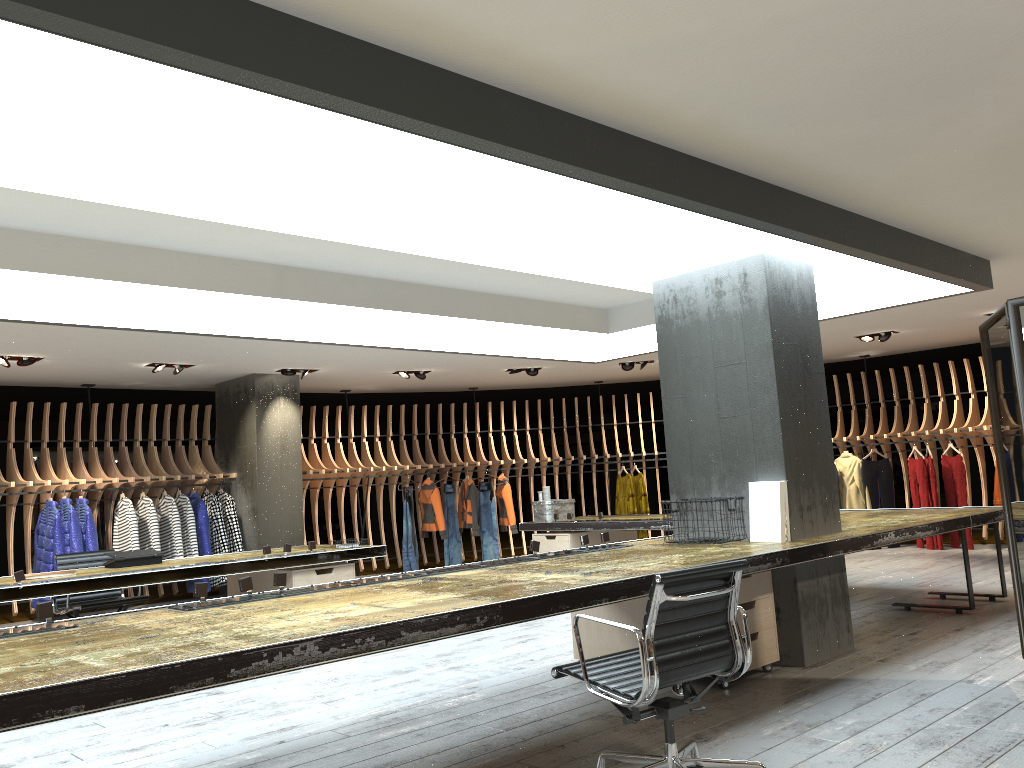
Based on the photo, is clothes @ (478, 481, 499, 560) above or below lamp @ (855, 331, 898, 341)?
below

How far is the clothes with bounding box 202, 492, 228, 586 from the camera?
10.8 meters

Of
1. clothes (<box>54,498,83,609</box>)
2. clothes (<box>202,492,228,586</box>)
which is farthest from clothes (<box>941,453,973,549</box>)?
clothes (<box>54,498,83,609</box>)

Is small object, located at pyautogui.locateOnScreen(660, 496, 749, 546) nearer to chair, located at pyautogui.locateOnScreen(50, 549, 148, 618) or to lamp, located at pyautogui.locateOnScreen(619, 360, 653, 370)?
chair, located at pyautogui.locateOnScreen(50, 549, 148, 618)

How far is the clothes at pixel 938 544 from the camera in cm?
1158

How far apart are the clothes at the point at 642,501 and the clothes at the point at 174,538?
6.4 meters

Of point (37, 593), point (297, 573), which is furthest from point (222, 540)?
point (37, 593)

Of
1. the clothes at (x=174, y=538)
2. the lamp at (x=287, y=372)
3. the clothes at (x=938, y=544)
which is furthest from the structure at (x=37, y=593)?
the clothes at (x=938, y=544)

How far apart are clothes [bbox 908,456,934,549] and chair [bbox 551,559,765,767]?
9.45m

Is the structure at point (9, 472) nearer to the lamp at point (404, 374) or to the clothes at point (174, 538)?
the clothes at point (174, 538)
